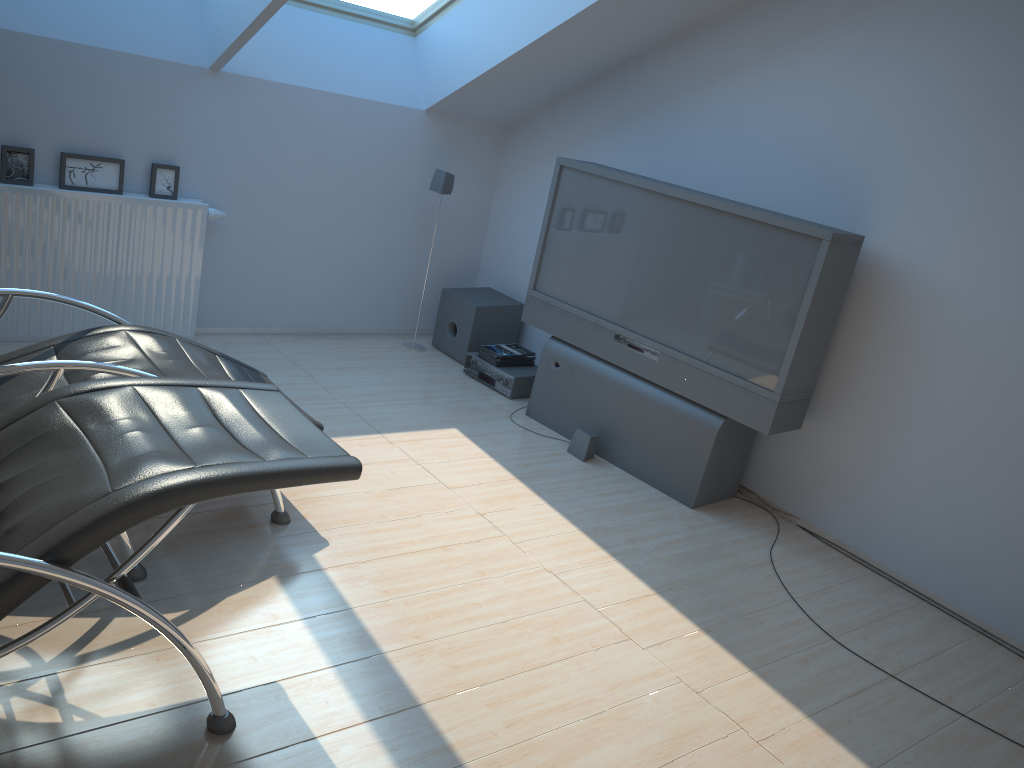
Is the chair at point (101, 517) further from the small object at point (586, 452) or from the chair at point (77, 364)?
the small object at point (586, 452)

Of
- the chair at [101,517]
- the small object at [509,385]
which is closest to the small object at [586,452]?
the small object at [509,385]

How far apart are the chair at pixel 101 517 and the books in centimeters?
271cm

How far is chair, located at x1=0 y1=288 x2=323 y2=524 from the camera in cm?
272

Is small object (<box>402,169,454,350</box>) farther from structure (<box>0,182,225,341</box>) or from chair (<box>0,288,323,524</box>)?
chair (<box>0,288,323,524</box>)

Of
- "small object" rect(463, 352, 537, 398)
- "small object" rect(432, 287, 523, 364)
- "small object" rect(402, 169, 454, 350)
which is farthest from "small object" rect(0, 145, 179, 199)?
"small object" rect(463, 352, 537, 398)

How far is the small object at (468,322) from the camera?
5.7m

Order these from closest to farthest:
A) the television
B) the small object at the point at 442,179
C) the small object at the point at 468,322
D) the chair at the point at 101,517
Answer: the chair at the point at 101,517 < the television < the small object at the point at 442,179 < the small object at the point at 468,322

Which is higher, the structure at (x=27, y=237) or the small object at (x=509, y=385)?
the structure at (x=27, y=237)

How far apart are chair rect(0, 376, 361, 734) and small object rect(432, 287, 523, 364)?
2.97m
